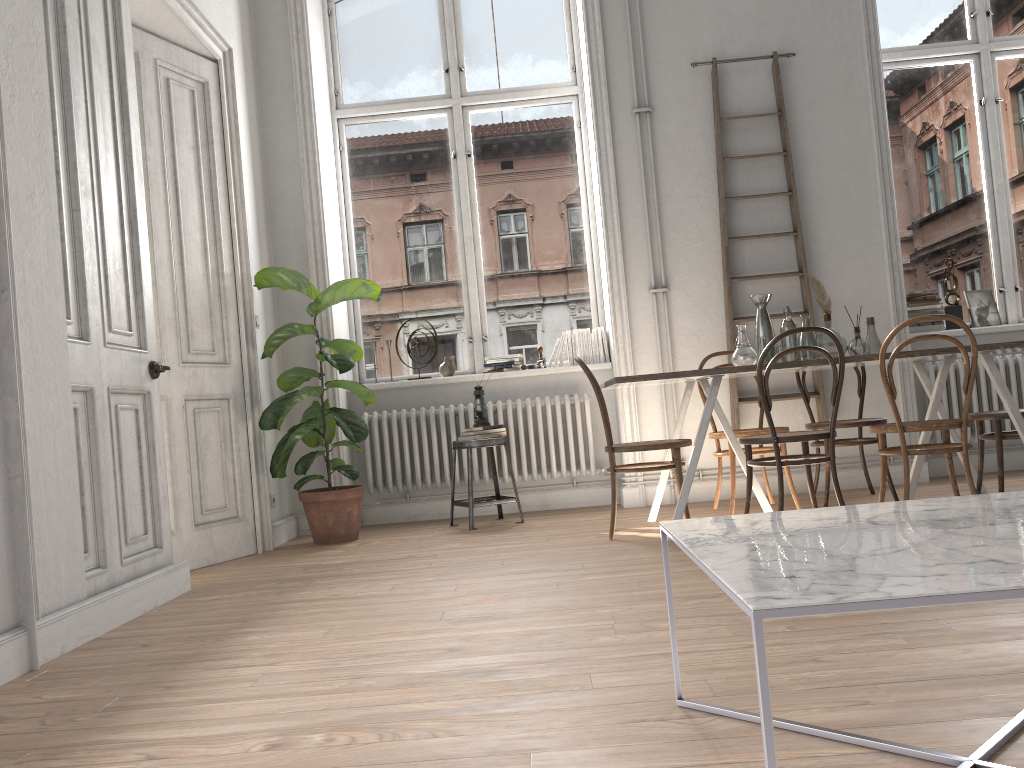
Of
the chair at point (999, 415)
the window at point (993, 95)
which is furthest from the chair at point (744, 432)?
the window at point (993, 95)

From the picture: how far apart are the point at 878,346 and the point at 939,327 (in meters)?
1.59

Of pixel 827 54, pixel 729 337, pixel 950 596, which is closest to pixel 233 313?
pixel 729 337

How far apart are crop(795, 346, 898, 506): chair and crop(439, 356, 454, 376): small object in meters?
2.3 m

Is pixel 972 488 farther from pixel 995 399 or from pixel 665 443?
pixel 995 399

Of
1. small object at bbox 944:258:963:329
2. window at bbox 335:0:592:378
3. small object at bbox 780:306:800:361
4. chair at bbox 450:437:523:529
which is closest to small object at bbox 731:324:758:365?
small object at bbox 780:306:800:361

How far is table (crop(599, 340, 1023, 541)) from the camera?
3.95m

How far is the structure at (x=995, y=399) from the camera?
5.66m

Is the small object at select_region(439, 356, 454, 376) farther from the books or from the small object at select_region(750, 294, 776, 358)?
the books

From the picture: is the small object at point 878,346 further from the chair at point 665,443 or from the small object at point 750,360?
the chair at point 665,443
